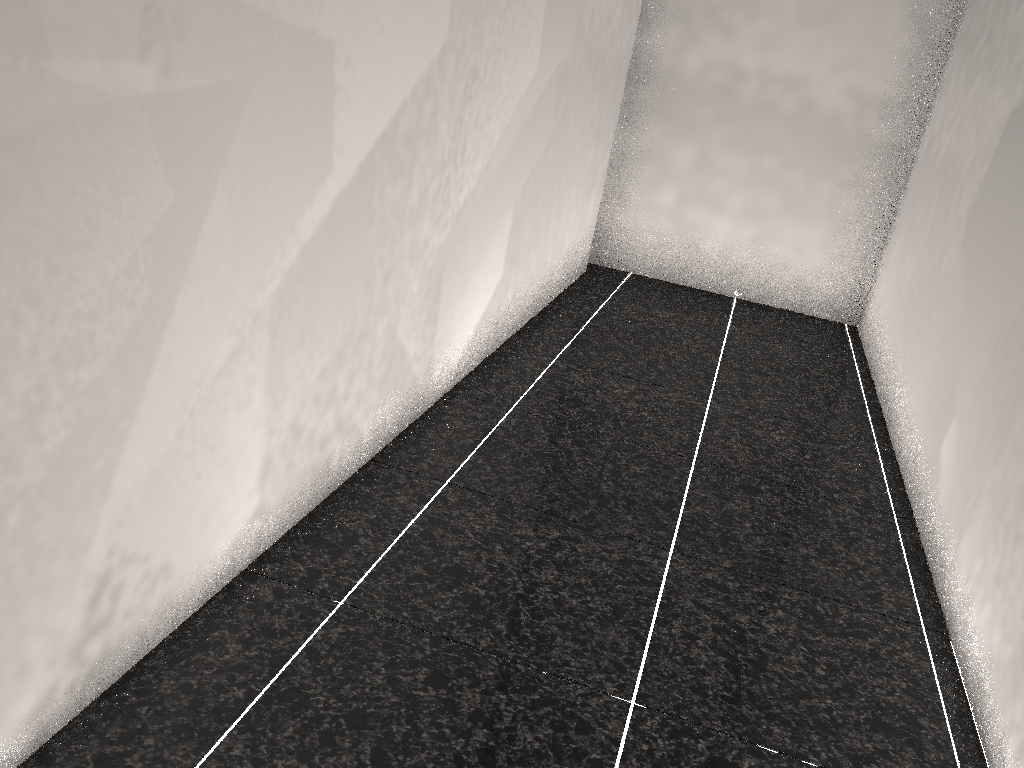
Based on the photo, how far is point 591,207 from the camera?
4.5 meters

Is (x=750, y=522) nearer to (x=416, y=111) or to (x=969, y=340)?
(x=969, y=340)

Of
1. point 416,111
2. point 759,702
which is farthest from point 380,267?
point 759,702
